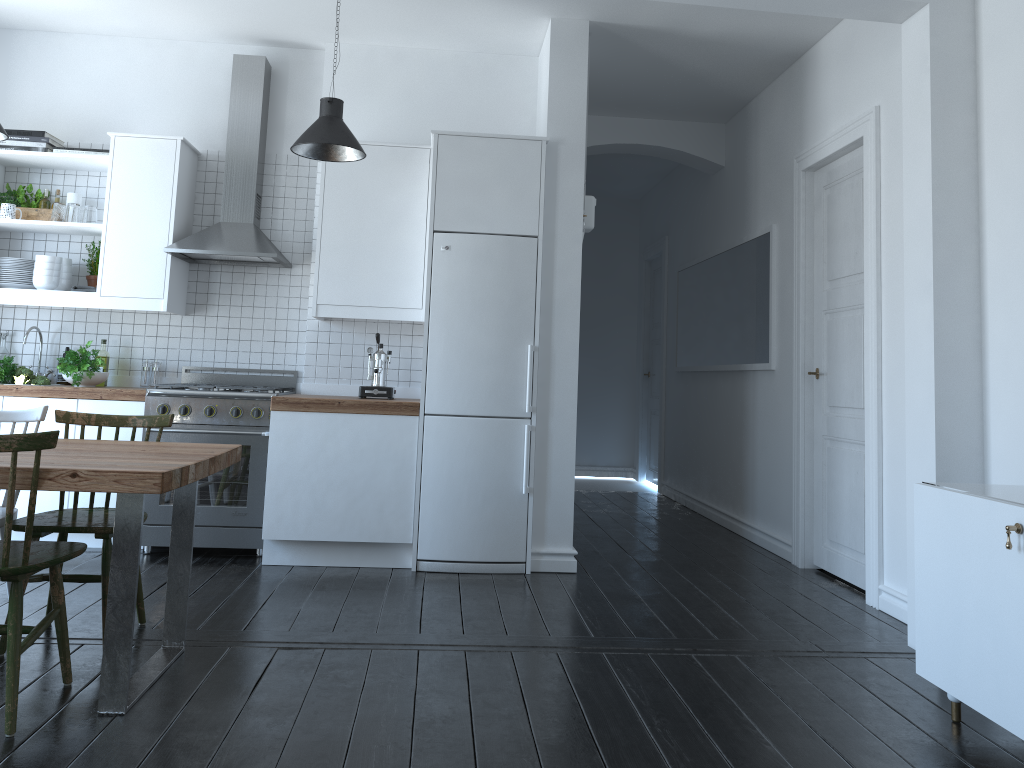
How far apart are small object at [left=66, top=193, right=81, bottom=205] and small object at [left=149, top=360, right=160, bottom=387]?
1.08m

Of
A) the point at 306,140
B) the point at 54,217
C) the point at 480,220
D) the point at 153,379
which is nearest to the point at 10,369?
the point at 153,379

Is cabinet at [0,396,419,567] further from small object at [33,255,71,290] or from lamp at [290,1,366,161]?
lamp at [290,1,366,161]

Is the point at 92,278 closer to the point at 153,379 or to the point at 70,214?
the point at 70,214

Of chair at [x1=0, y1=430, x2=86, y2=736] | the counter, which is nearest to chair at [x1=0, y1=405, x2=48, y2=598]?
chair at [x1=0, y1=430, x2=86, y2=736]

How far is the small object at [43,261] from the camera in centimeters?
507cm

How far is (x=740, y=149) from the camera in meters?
6.5 m

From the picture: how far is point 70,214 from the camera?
5.1 meters

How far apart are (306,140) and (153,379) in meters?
2.0

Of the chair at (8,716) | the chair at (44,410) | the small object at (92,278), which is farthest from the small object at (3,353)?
the chair at (8,716)
